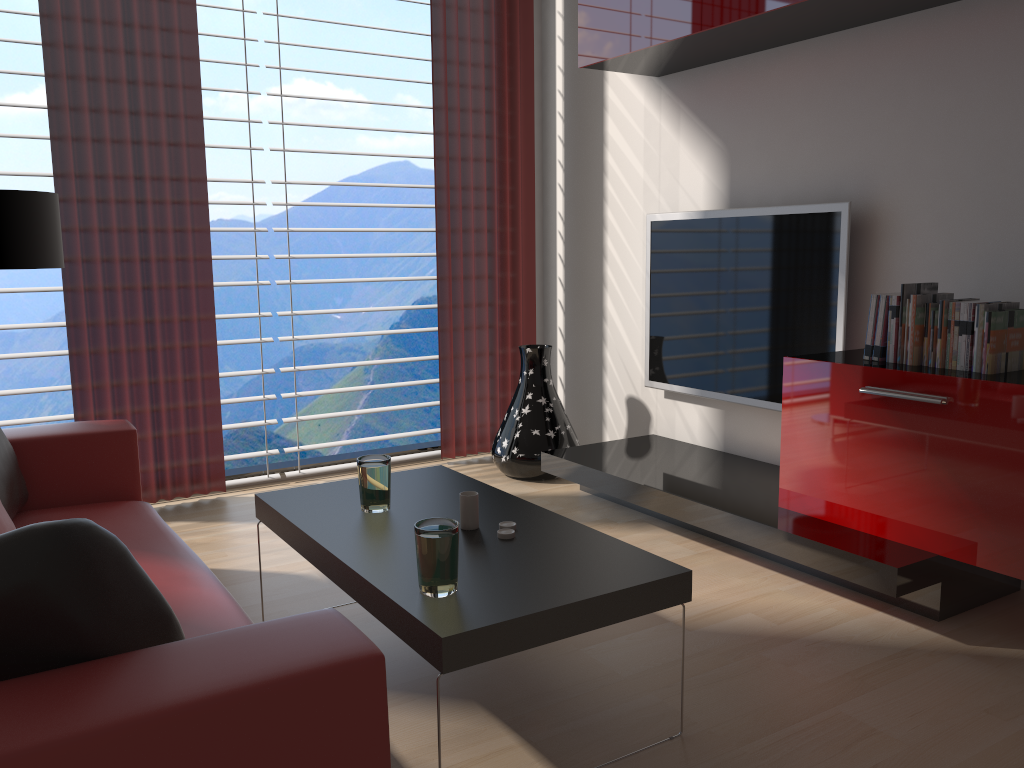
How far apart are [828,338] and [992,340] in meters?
1.2 m

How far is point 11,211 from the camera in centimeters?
425cm

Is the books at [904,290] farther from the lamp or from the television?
the lamp

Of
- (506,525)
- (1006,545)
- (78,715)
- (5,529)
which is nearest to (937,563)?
(1006,545)

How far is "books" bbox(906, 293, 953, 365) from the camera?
3.99m

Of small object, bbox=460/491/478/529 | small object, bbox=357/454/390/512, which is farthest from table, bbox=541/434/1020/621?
small object, bbox=357/454/390/512

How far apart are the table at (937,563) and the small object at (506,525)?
1.5 meters

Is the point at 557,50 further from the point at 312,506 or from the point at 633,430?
the point at 312,506

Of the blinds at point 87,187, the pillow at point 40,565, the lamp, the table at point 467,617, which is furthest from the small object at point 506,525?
the blinds at point 87,187

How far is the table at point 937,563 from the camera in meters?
3.8 m
